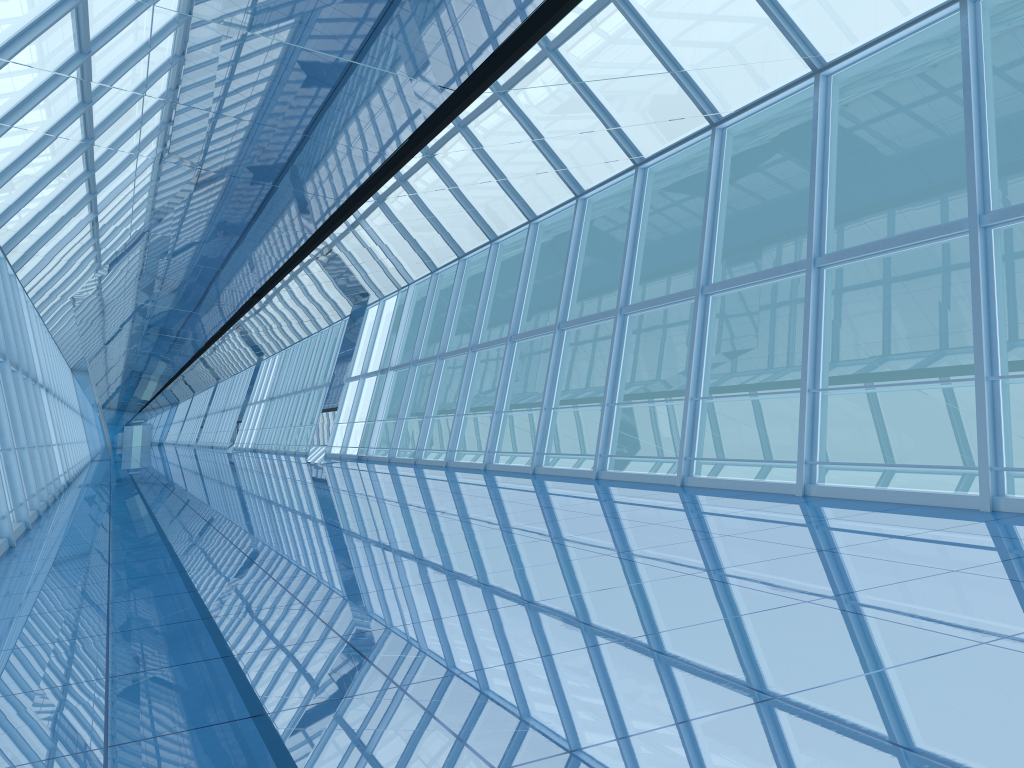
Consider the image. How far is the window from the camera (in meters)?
8.56

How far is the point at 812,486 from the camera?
8.6 meters

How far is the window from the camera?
8.56m
